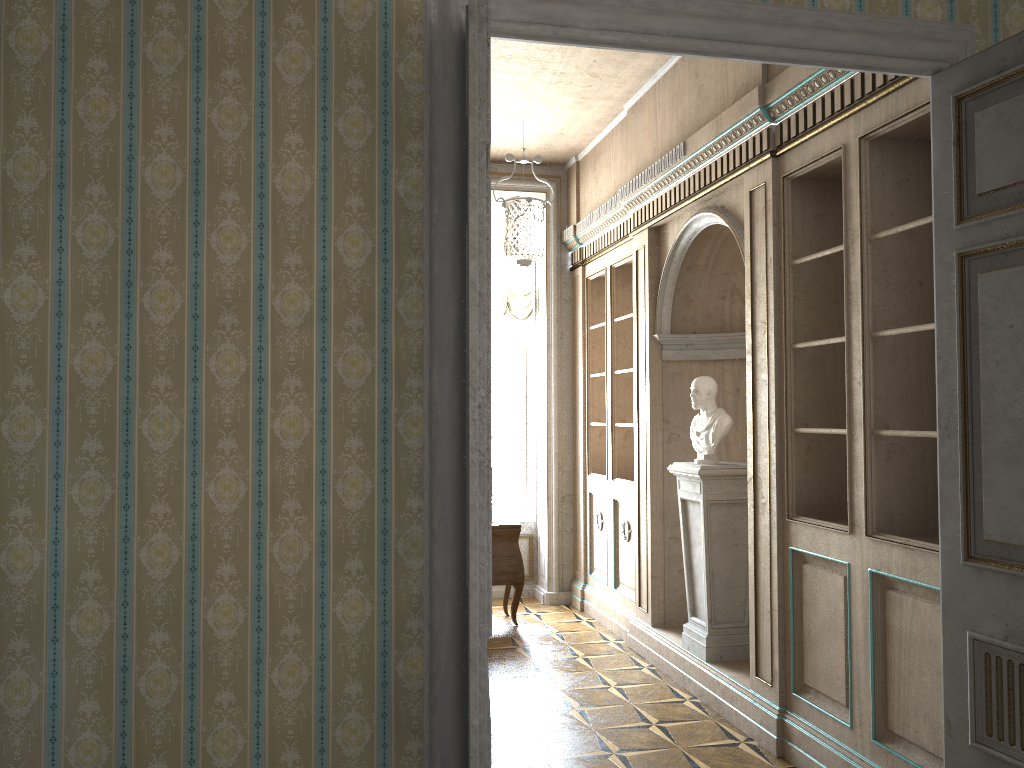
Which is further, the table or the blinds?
the blinds

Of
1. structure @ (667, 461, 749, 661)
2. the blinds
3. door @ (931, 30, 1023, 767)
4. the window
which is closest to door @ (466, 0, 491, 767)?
door @ (931, 30, 1023, 767)

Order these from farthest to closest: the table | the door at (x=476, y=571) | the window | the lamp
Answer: the window < the table < the lamp < the door at (x=476, y=571)

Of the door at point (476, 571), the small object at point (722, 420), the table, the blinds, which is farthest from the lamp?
the door at point (476, 571)

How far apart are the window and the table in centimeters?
120cm

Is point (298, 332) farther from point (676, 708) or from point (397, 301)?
point (676, 708)

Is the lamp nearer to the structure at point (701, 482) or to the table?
the structure at point (701, 482)

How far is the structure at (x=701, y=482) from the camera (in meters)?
5.06

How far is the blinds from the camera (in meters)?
7.85

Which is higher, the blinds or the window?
the blinds
